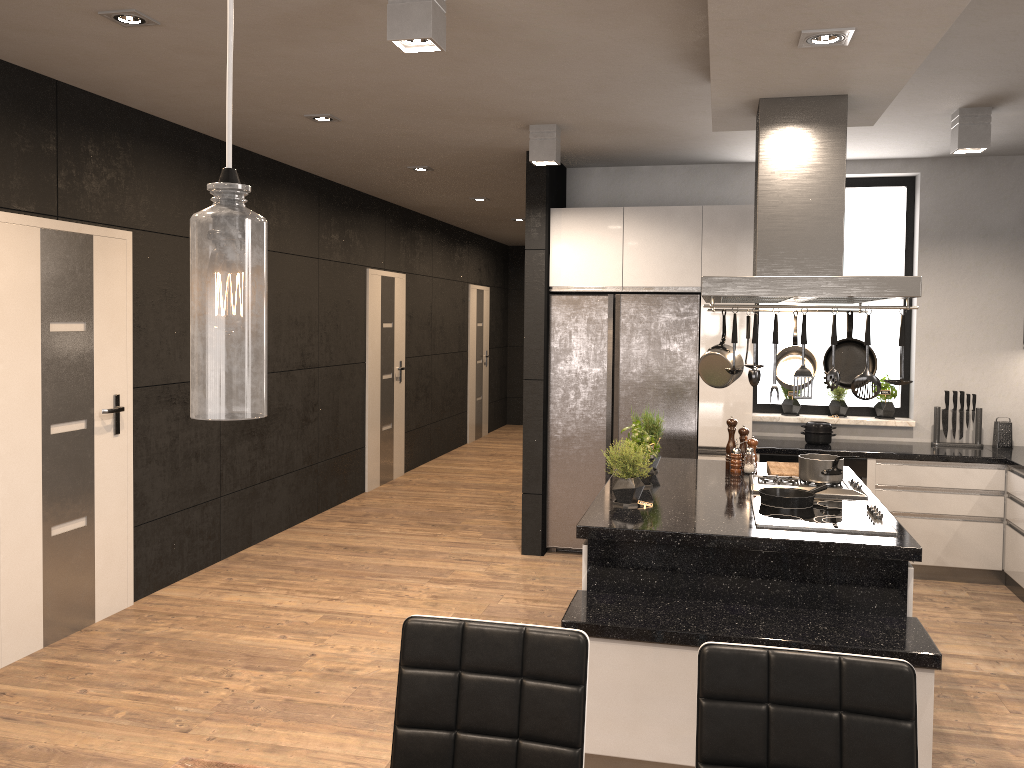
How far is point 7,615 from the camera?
4.1m

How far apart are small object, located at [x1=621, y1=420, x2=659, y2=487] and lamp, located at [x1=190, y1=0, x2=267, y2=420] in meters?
3.3

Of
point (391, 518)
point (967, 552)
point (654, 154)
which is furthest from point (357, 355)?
point (967, 552)

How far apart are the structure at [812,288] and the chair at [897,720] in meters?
1.6 m

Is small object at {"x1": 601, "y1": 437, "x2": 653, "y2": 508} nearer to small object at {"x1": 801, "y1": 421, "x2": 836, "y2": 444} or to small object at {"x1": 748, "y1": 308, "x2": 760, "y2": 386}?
small object at {"x1": 748, "y1": 308, "x2": 760, "y2": 386}

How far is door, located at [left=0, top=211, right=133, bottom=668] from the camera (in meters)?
4.06

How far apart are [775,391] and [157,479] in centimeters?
424cm

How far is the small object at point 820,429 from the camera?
5.88m

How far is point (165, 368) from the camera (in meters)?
5.18

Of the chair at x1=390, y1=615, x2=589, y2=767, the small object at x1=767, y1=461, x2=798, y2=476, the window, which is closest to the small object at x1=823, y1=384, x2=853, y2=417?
the window
